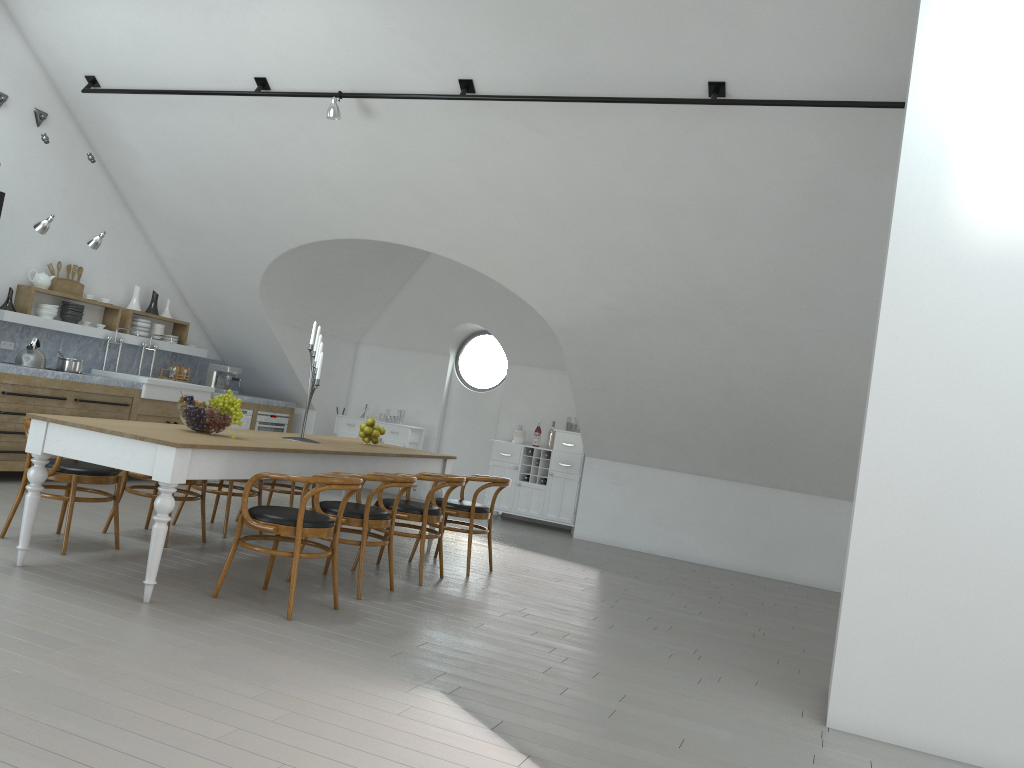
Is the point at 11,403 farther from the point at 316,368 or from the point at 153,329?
the point at 316,368

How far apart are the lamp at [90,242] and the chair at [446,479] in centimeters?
394cm

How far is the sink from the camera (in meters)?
8.64

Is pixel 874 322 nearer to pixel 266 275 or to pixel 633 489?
pixel 633 489

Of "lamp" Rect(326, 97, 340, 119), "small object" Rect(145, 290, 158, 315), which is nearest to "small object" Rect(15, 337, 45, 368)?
"small object" Rect(145, 290, 158, 315)

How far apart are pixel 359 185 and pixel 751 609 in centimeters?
491cm

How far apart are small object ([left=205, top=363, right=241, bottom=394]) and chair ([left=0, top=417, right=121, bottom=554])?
4.8 meters

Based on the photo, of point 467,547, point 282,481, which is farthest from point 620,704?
point 282,481

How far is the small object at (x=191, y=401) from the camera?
5.17m

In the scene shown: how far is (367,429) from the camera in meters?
6.9
